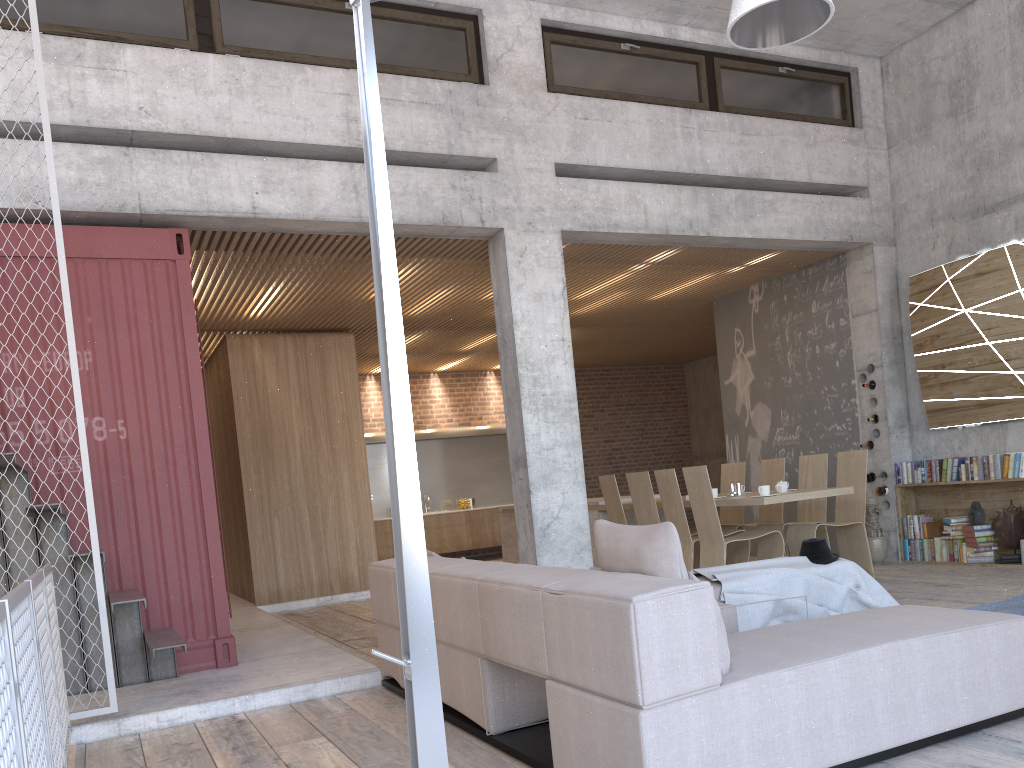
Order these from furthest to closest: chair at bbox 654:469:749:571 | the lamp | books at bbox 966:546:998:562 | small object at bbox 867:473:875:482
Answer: small object at bbox 867:473:875:482 → books at bbox 966:546:998:562 → chair at bbox 654:469:749:571 → the lamp

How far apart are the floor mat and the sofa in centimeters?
203cm

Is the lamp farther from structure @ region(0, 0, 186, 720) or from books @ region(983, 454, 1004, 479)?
books @ region(983, 454, 1004, 479)

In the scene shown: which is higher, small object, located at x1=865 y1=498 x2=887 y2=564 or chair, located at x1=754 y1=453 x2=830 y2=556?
chair, located at x1=754 y1=453 x2=830 y2=556

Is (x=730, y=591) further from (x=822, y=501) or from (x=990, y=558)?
(x=990, y=558)

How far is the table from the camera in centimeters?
723cm

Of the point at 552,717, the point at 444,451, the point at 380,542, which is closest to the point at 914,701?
the point at 552,717

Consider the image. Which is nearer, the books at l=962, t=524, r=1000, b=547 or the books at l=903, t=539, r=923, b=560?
the books at l=962, t=524, r=1000, b=547

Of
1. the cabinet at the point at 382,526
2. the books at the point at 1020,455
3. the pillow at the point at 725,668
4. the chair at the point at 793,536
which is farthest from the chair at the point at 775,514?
the cabinet at the point at 382,526

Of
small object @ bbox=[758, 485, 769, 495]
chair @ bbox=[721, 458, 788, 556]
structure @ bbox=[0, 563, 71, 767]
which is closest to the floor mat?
small object @ bbox=[758, 485, 769, 495]
